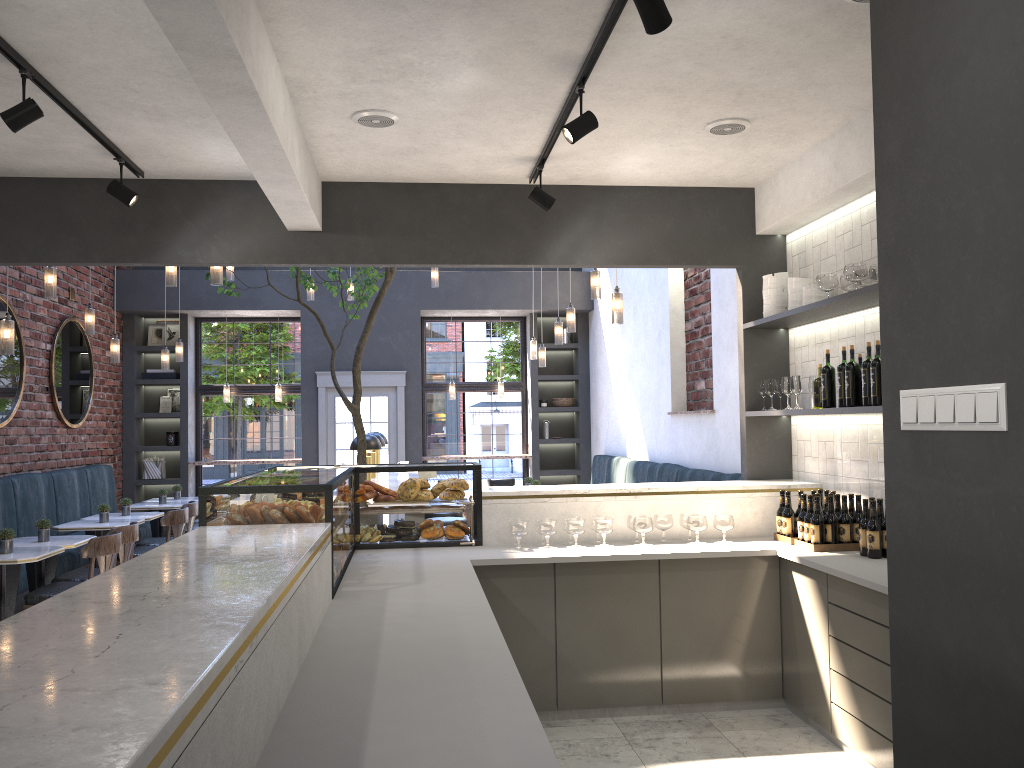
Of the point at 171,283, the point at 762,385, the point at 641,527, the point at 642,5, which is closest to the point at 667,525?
the point at 641,527

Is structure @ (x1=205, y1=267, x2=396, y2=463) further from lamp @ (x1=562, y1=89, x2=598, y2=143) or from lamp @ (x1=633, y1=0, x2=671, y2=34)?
lamp @ (x1=633, y1=0, x2=671, y2=34)

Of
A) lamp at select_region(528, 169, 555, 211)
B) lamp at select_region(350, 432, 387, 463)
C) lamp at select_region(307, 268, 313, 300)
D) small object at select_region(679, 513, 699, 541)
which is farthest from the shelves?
lamp at select_region(307, 268, 313, 300)

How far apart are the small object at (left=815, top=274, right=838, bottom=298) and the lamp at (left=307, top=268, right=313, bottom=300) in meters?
6.1 m

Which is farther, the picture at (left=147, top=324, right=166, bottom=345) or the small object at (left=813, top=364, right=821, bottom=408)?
the picture at (left=147, top=324, right=166, bottom=345)

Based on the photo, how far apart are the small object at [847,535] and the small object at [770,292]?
1.4 meters

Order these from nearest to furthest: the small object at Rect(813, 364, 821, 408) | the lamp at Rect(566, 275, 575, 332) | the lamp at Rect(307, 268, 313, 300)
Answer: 1. the small object at Rect(813, 364, 821, 408)
2. the lamp at Rect(566, 275, 575, 332)
3. the lamp at Rect(307, 268, 313, 300)

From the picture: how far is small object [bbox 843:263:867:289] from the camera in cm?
429

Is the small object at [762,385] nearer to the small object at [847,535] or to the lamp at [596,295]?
the small object at [847,535]

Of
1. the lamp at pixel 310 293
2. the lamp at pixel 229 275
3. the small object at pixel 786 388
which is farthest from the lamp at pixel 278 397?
the small object at pixel 786 388
